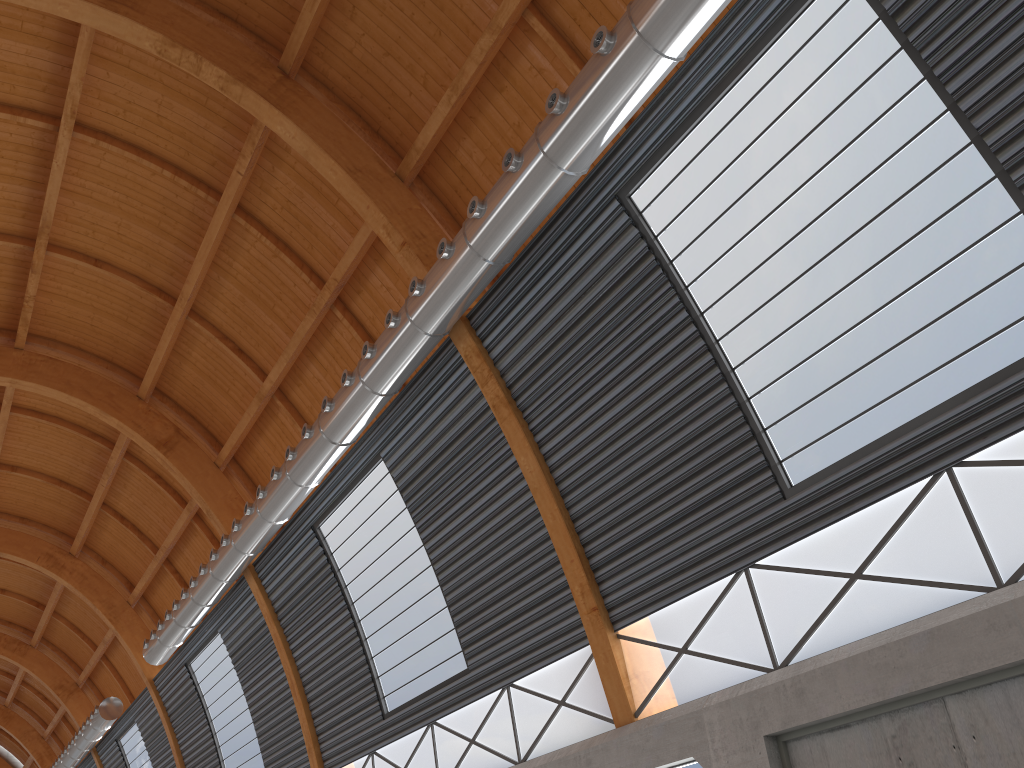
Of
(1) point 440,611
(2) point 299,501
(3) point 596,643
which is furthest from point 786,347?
(2) point 299,501
